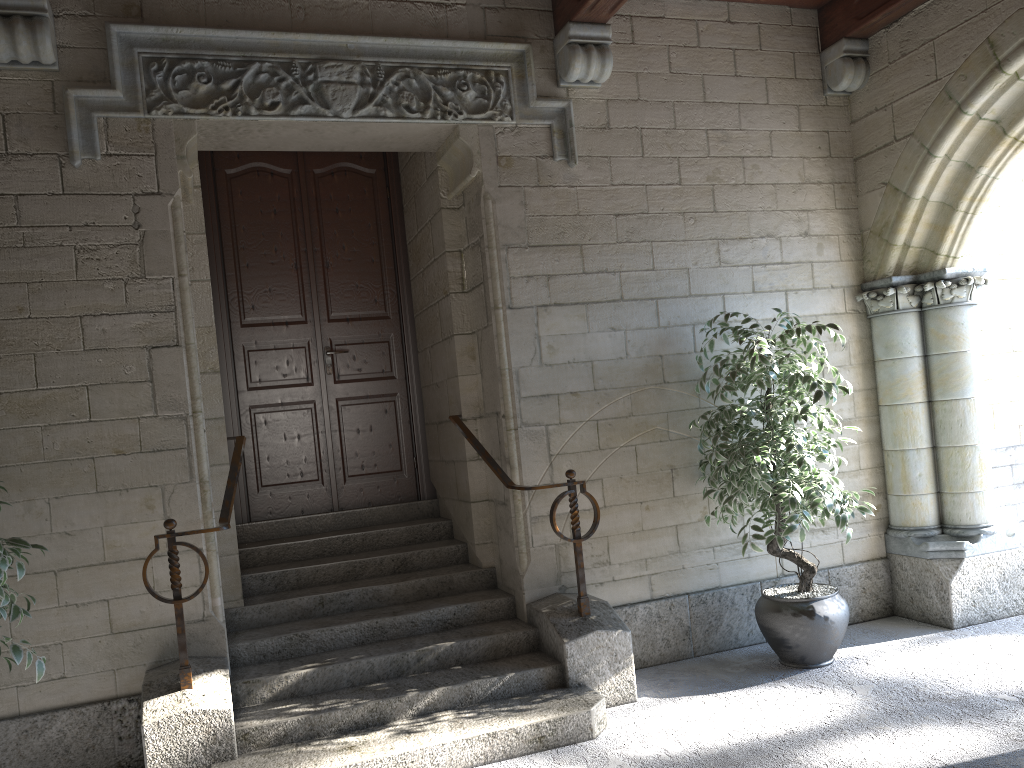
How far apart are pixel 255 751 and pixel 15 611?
1.0m

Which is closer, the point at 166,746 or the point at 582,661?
the point at 166,746

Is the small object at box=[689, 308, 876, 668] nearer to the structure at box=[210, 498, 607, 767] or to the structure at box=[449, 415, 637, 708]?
the structure at box=[449, 415, 637, 708]

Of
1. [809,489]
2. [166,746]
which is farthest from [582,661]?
[166,746]

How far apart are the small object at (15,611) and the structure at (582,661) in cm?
183

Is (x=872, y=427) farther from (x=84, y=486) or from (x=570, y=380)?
(x=84, y=486)

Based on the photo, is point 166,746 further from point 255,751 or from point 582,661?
point 582,661

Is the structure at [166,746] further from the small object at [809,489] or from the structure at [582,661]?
the small object at [809,489]

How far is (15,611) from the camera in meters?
2.7 m

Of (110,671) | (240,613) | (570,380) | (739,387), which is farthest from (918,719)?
(110,671)
